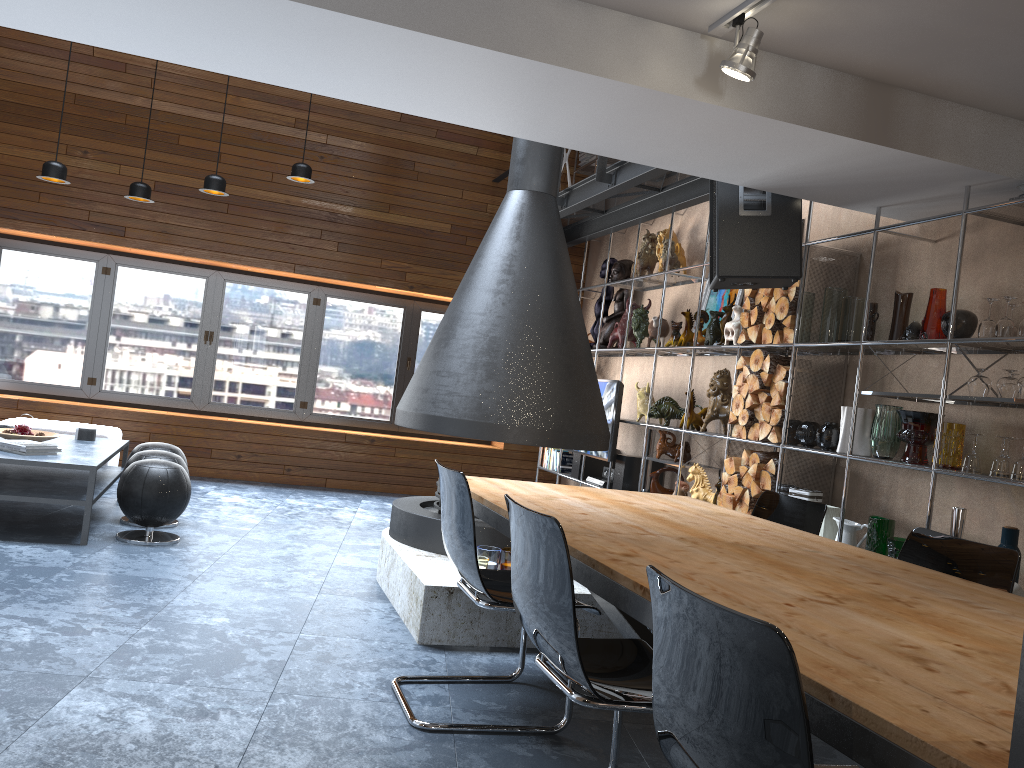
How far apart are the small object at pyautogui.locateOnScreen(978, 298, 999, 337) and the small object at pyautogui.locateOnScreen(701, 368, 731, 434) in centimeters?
210cm

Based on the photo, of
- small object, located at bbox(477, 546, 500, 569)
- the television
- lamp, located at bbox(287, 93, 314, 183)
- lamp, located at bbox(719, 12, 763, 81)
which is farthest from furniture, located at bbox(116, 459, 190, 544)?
lamp, located at bbox(719, 12, 763, 81)

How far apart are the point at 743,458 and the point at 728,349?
0.9 meters

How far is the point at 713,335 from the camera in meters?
5.9

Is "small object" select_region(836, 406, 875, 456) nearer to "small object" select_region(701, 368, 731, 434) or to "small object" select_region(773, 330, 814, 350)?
"small object" select_region(773, 330, 814, 350)

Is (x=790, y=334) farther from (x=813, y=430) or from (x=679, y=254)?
(x=679, y=254)

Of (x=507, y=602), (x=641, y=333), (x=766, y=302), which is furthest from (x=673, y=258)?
(x=507, y=602)

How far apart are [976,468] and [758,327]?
1.7 meters

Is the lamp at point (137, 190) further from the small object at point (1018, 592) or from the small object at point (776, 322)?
the small object at point (1018, 592)

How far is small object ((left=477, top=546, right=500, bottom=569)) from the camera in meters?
4.1
